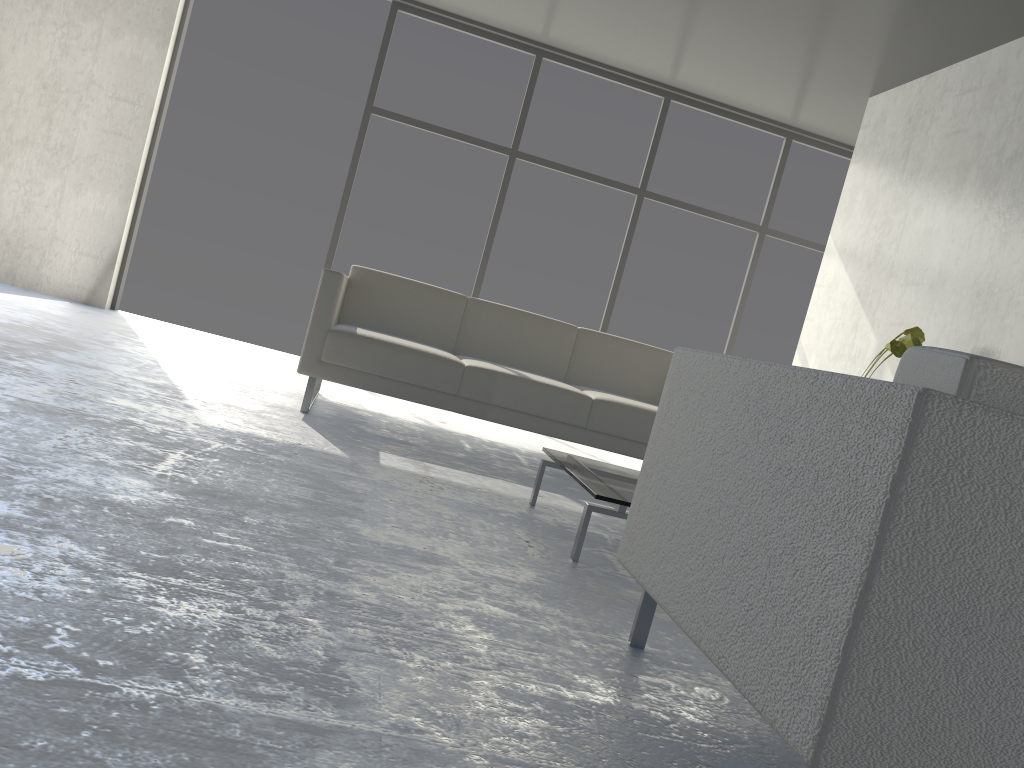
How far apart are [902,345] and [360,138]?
3.8m

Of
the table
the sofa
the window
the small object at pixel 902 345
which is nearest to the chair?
the table

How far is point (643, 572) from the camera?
1.59m

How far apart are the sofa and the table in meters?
0.8 m

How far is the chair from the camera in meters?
1.0

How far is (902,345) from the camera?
3.81m

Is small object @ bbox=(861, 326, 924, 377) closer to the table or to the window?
the table

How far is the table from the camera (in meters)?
2.33

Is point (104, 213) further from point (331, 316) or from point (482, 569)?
point (482, 569)

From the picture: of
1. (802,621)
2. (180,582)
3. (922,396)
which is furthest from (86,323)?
(922,396)
